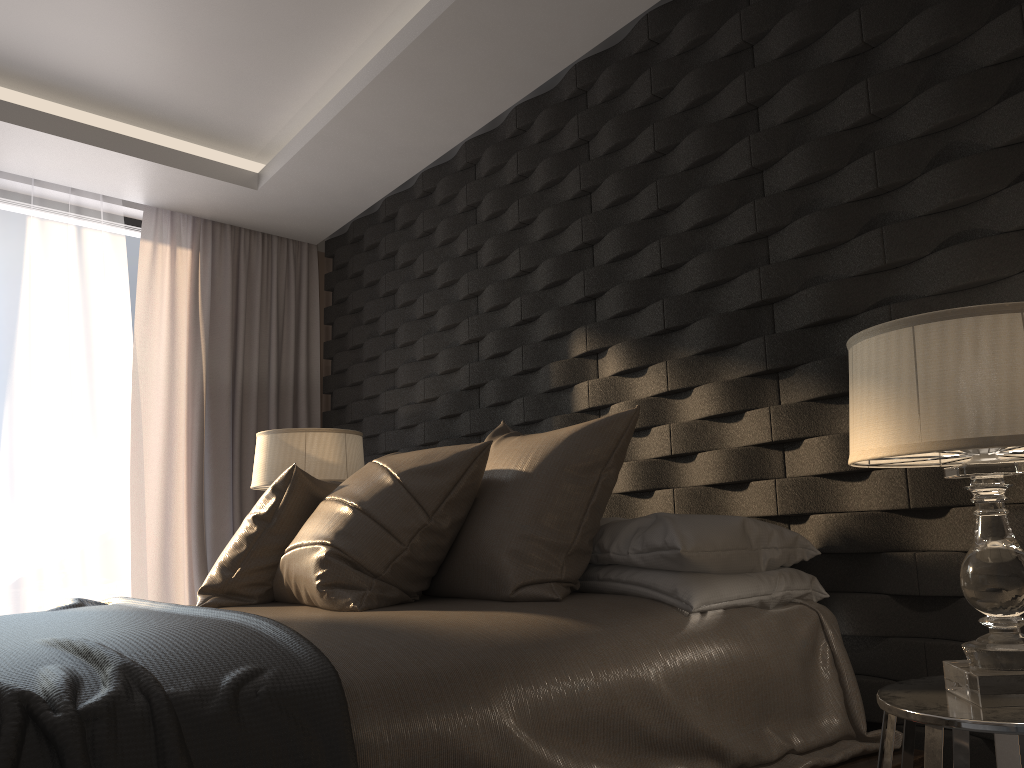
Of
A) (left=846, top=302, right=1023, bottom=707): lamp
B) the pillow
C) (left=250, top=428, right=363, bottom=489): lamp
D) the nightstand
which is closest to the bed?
the pillow

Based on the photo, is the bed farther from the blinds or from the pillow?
the blinds

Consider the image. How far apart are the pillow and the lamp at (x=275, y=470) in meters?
1.0

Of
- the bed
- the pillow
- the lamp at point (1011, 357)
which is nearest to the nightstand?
the lamp at point (1011, 357)

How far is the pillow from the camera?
2.11m

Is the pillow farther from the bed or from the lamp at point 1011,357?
the lamp at point 1011,357

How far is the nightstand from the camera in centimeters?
126cm

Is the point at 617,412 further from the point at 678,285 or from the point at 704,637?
the point at 704,637

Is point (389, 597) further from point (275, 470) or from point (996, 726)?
point (275, 470)

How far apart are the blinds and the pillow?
2.1m
